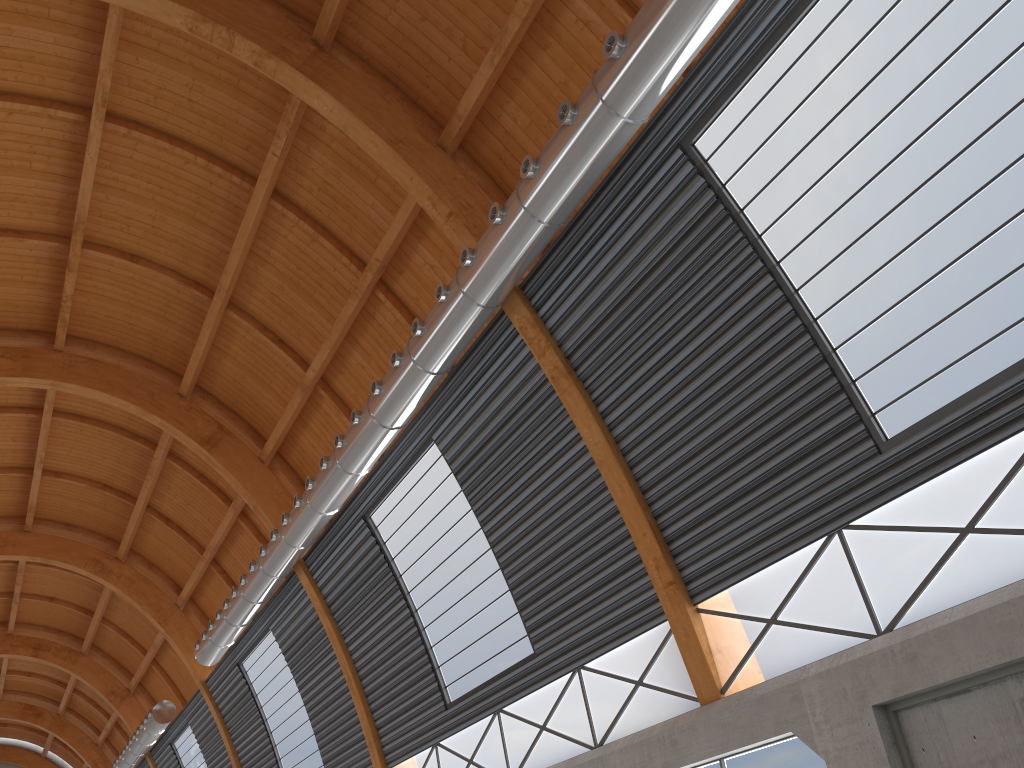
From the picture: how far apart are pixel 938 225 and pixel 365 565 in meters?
20.9

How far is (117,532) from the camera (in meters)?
45.18

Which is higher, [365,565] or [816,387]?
[365,565]

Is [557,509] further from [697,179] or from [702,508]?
[697,179]

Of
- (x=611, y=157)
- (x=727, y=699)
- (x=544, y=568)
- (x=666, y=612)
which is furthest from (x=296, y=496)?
(x=611, y=157)
